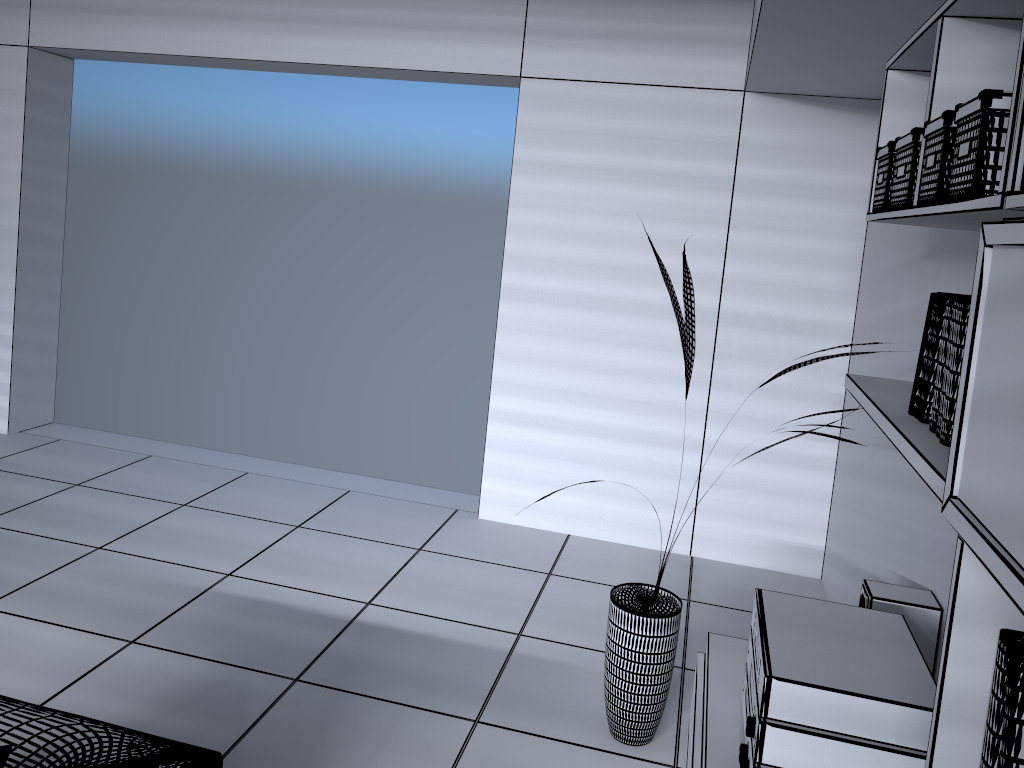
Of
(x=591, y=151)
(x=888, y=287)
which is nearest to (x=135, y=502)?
(x=591, y=151)

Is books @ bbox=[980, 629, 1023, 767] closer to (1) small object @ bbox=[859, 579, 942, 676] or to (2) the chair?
(1) small object @ bbox=[859, 579, 942, 676]

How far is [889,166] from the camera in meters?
2.0 m

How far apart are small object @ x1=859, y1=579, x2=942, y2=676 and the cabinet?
0.3m

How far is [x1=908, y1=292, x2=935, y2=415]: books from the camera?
1.8 meters

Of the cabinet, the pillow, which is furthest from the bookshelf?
the pillow

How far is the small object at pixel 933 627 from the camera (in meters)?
2.26

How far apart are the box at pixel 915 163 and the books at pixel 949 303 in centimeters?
25cm

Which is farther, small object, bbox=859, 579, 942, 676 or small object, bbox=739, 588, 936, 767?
small object, bbox=859, 579, 942, 676

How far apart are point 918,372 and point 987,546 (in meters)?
0.82
